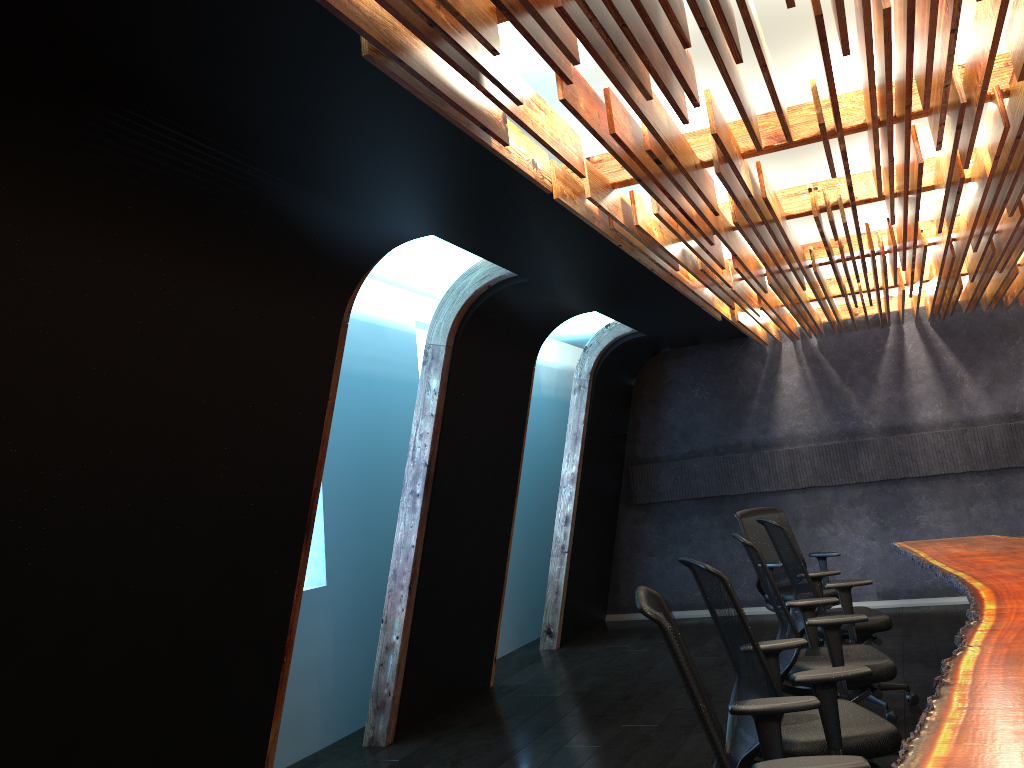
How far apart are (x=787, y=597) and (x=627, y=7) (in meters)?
5.76

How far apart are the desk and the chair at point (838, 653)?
0.5 meters

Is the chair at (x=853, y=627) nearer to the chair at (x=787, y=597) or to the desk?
the desk

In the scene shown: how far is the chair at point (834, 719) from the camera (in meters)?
3.35

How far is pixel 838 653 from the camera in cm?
447

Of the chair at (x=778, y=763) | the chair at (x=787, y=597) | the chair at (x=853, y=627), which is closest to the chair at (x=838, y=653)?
the chair at (x=853, y=627)

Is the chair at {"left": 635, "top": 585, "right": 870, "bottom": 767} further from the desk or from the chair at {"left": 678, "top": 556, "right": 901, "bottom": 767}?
the chair at {"left": 678, "top": 556, "right": 901, "bottom": 767}

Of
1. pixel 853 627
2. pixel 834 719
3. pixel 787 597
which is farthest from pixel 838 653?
pixel 787 597

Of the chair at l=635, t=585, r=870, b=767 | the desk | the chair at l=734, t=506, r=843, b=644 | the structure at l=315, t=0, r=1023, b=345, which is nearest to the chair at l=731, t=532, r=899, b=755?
the desk

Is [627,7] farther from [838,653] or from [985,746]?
[838,653]
